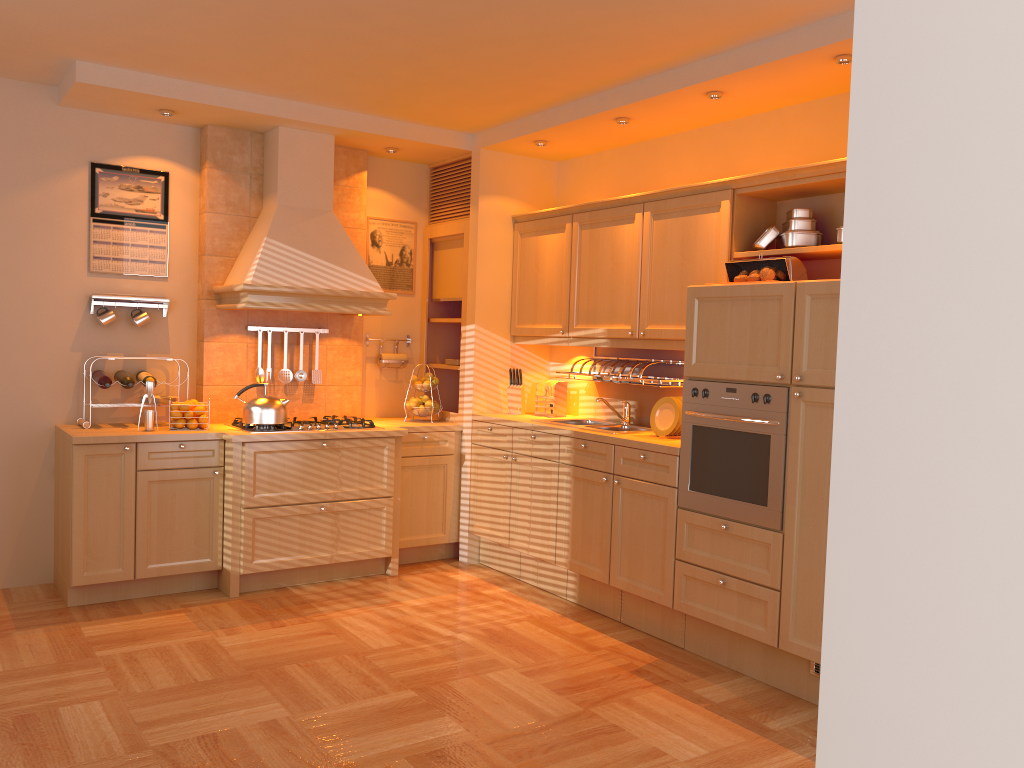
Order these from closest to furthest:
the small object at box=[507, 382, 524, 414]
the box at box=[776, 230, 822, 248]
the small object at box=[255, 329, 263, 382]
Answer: the box at box=[776, 230, 822, 248]
the small object at box=[255, 329, 263, 382]
the small object at box=[507, 382, 524, 414]

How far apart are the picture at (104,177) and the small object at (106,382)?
0.58m

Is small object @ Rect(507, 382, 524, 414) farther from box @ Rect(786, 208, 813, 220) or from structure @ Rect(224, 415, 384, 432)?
box @ Rect(786, 208, 813, 220)

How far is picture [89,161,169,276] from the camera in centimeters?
492cm

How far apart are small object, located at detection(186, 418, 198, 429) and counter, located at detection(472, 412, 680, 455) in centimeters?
166cm

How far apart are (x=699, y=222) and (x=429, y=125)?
1.9 meters

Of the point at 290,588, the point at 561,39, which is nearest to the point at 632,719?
the point at 290,588

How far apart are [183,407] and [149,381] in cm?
22

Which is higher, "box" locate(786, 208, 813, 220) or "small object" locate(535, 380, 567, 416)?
"box" locate(786, 208, 813, 220)

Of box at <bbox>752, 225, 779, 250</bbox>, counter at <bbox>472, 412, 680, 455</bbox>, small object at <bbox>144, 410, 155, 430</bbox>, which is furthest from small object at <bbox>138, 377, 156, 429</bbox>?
box at <bbox>752, 225, 779, 250</bbox>
